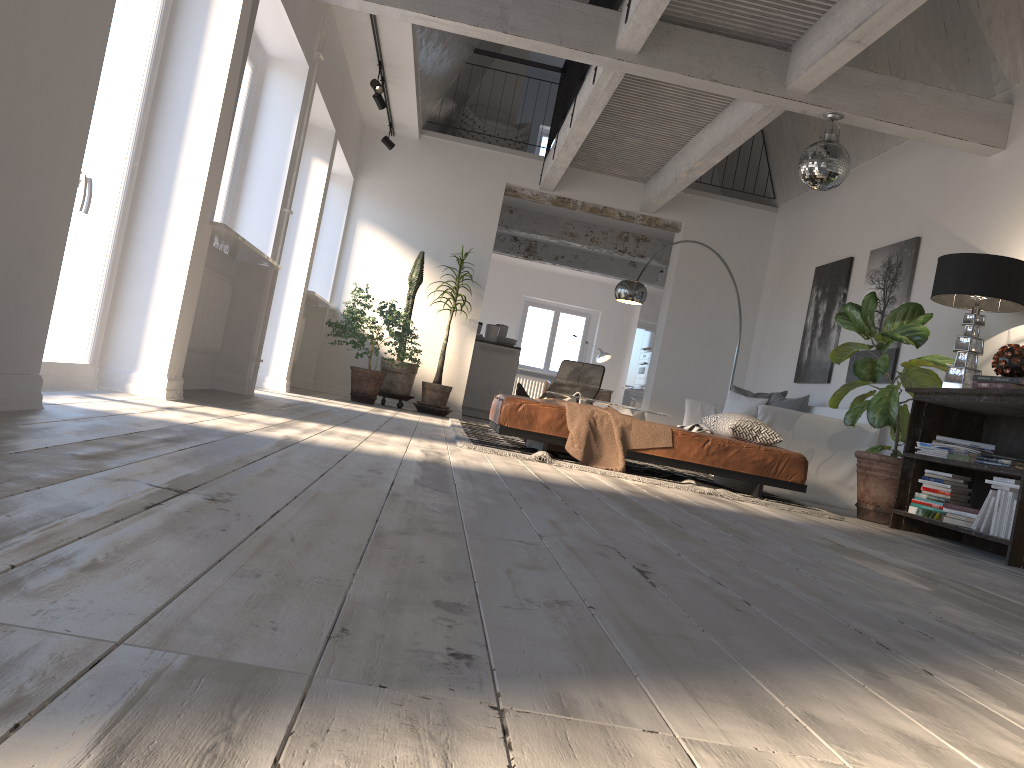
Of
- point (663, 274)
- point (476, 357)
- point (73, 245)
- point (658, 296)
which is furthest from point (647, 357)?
point (73, 245)

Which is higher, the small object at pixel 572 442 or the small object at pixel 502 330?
the small object at pixel 502 330

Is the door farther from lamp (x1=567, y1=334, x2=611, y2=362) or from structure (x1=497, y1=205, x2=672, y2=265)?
lamp (x1=567, y1=334, x2=611, y2=362)

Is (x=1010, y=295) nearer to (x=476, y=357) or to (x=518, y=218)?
(x=476, y=357)

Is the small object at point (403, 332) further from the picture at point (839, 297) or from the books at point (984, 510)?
the books at point (984, 510)

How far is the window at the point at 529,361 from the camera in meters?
17.8

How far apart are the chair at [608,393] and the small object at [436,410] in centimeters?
613cm

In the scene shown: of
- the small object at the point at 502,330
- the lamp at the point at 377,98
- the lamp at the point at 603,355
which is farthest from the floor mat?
the lamp at the point at 603,355

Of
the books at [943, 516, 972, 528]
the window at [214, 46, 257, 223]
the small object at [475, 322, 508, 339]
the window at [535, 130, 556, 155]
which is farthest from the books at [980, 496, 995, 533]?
the window at [535, 130, 556, 155]

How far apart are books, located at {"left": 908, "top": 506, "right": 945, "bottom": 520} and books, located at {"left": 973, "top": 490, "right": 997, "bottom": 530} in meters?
0.4
